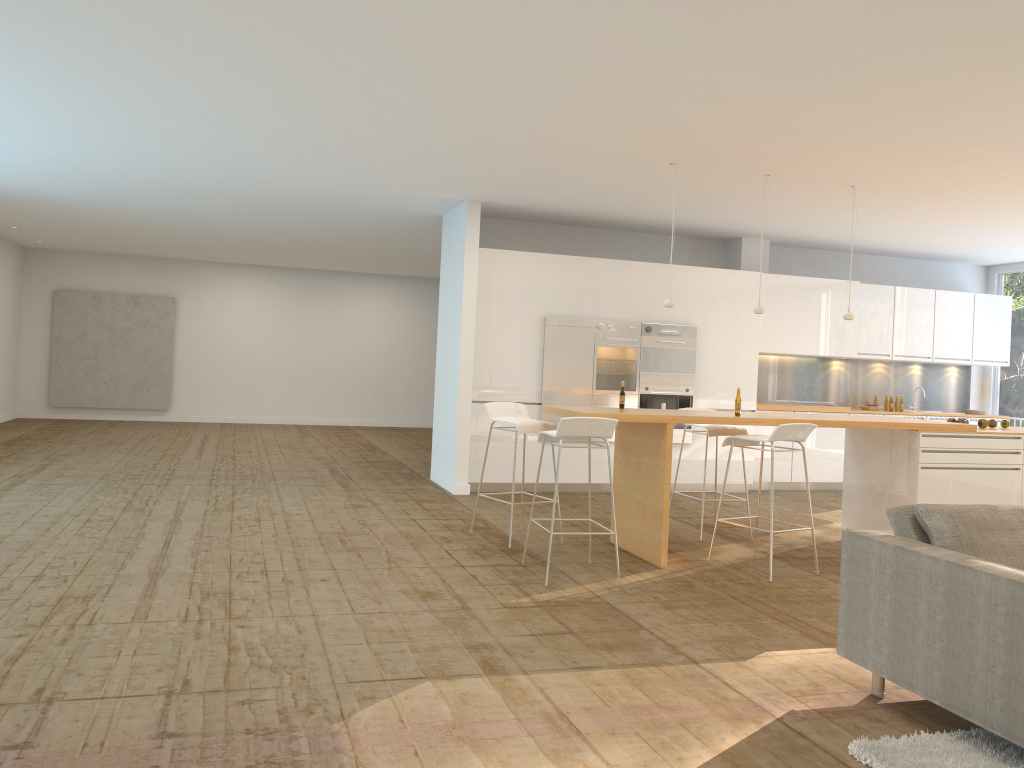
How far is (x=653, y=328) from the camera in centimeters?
969cm

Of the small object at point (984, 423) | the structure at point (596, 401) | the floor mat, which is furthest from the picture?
the floor mat

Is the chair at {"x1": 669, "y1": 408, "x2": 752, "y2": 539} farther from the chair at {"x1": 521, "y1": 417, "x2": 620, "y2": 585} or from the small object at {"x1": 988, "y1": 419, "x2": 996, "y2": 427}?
the small object at {"x1": 988, "y1": 419, "x2": 996, "y2": 427}

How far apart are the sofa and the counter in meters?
2.2 m

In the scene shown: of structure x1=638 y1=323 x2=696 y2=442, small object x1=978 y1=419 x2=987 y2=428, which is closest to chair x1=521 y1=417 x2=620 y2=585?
small object x1=978 y1=419 x2=987 y2=428

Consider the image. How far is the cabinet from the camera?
9.25m

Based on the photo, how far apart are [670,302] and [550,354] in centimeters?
256cm

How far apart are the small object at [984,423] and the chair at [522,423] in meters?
Result: 3.7

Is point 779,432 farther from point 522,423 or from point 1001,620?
point 1001,620

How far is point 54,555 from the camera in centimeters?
564cm
